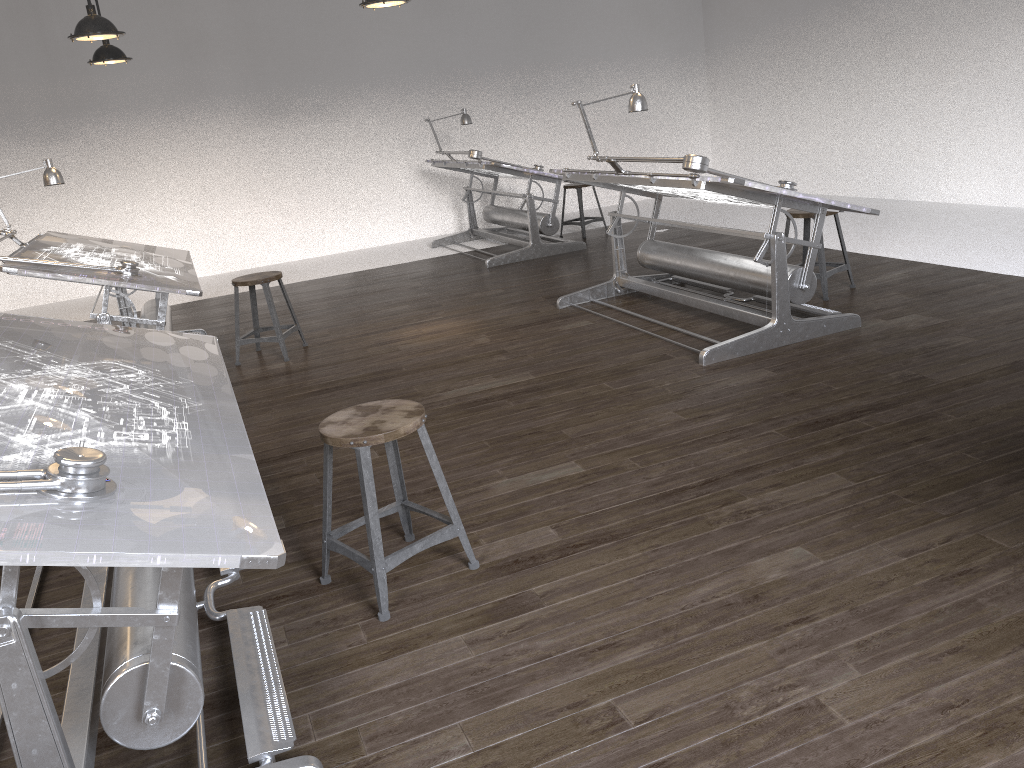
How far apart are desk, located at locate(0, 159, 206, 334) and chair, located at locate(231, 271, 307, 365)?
0.26m

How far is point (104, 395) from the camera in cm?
238

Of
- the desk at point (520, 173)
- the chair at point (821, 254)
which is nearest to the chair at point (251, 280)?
the desk at point (520, 173)

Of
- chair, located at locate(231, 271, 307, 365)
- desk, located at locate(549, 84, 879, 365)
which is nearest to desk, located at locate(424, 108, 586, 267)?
desk, located at locate(549, 84, 879, 365)

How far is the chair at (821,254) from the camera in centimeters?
525cm

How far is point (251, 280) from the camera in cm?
538

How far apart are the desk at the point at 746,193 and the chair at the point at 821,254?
0.38m

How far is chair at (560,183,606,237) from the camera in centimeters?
863cm

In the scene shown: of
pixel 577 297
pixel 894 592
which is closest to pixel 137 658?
pixel 894 592

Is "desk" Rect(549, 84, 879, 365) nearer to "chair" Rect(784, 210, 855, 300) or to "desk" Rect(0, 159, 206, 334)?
"chair" Rect(784, 210, 855, 300)
